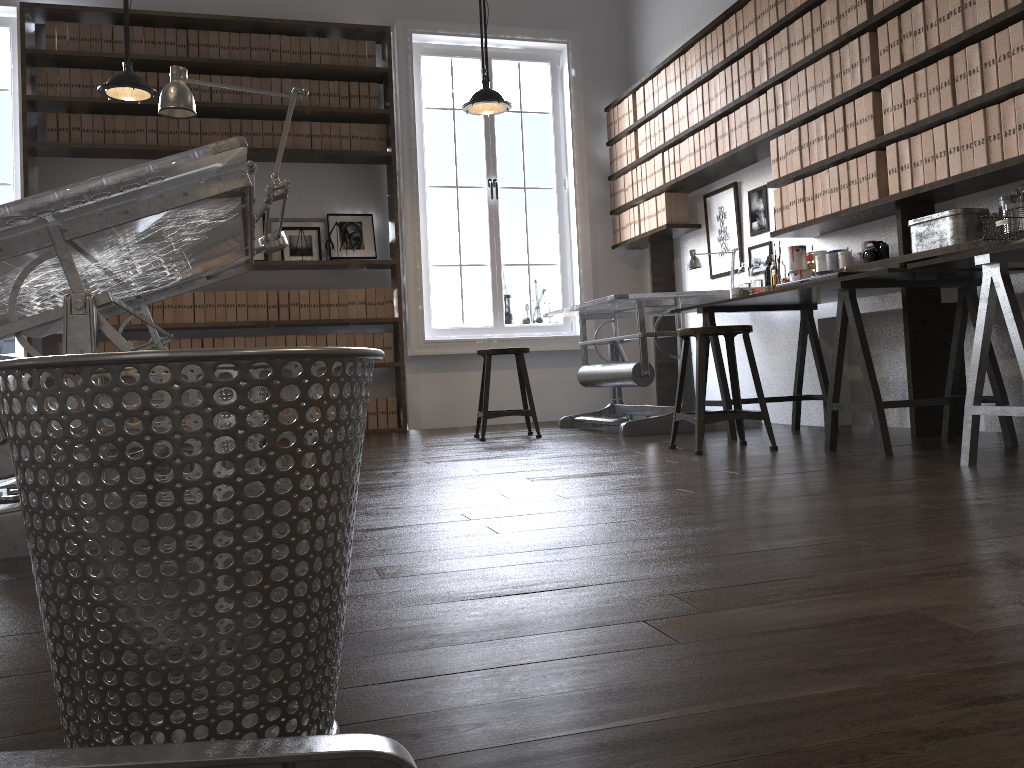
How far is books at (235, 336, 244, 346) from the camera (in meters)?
6.21

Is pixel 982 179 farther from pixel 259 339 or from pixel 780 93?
pixel 259 339

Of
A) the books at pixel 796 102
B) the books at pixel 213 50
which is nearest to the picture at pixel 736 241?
the books at pixel 796 102

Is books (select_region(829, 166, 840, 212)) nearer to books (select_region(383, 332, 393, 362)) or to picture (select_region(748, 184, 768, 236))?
picture (select_region(748, 184, 768, 236))

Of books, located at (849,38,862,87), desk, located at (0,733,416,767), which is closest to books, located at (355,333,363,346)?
books, located at (849,38,862,87)

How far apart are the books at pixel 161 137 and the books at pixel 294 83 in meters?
0.9

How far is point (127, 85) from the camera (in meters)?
4.71

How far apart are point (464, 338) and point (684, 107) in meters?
2.3 m

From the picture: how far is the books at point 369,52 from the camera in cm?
650

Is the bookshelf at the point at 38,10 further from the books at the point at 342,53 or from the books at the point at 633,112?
the books at the point at 633,112
